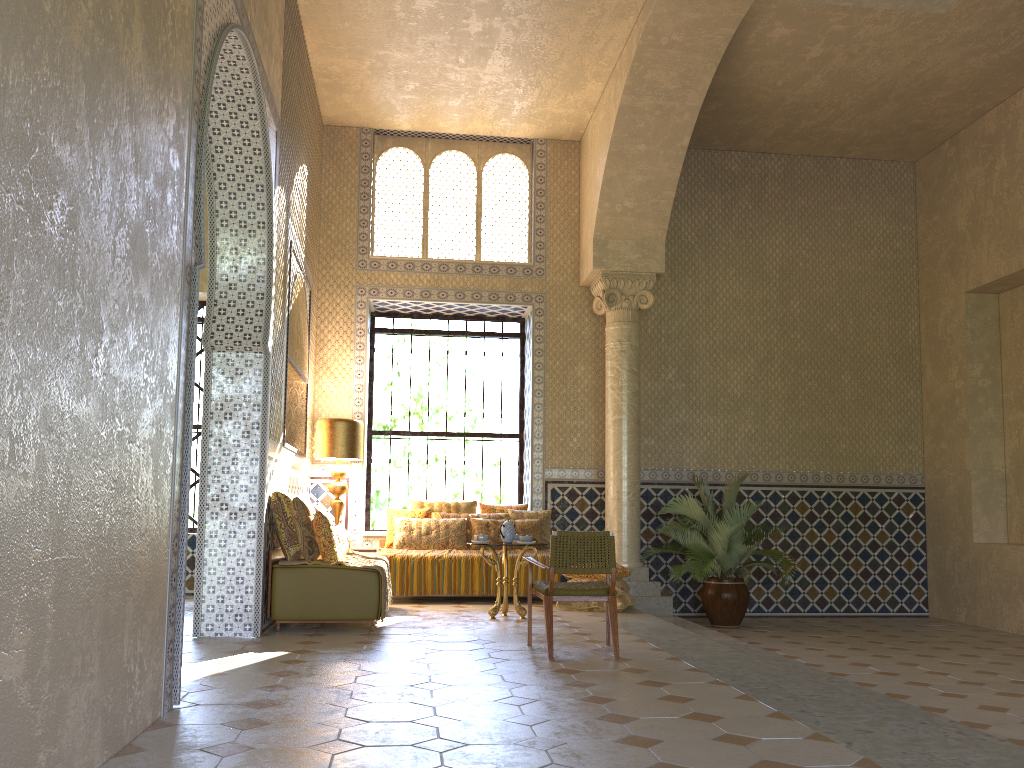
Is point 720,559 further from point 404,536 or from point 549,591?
point 549,591

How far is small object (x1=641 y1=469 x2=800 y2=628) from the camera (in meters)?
13.25

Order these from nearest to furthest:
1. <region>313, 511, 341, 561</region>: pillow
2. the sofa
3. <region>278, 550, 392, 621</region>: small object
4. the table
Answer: the sofa, <region>313, 511, 341, 561</region>: pillow, <region>278, 550, 392, 621</region>: small object, the table

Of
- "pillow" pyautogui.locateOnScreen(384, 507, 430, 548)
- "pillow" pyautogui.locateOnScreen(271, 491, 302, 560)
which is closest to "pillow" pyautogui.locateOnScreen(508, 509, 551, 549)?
"pillow" pyautogui.locateOnScreen(384, 507, 430, 548)

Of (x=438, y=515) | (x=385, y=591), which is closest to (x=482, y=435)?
(x=438, y=515)

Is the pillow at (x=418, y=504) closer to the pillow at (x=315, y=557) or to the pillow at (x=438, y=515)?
the pillow at (x=438, y=515)

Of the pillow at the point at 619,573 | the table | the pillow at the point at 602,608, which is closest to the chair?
the table

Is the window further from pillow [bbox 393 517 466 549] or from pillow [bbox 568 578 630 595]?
pillow [bbox 568 578 630 595]

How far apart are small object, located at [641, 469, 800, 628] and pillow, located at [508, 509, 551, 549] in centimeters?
191cm

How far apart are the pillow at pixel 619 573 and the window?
3.8m
